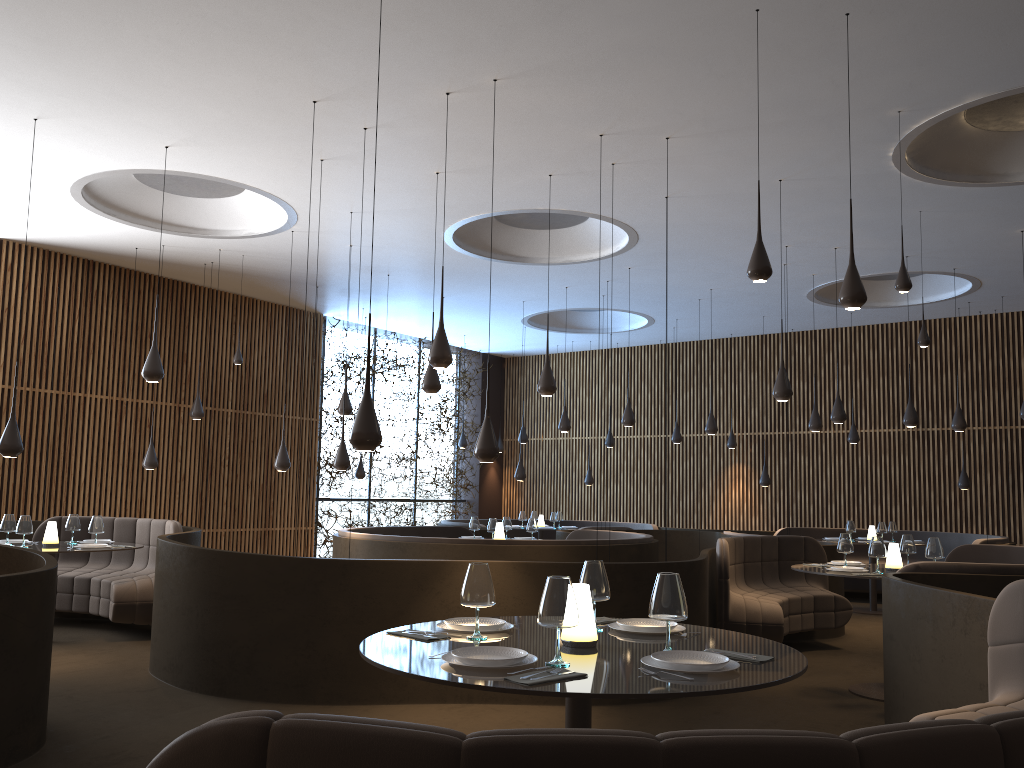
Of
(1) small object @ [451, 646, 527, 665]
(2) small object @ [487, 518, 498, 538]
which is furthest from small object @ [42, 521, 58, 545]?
(1) small object @ [451, 646, 527, 665]

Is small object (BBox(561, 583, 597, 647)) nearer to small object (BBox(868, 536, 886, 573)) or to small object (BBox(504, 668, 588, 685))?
small object (BBox(504, 668, 588, 685))

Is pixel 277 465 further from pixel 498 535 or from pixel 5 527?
pixel 5 527

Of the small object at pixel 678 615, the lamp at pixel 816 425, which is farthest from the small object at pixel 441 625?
the lamp at pixel 816 425

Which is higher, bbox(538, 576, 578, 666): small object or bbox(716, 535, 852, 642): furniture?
bbox(538, 576, 578, 666): small object

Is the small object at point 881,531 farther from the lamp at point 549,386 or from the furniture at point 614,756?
the furniture at point 614,756

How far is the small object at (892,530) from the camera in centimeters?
1320cm

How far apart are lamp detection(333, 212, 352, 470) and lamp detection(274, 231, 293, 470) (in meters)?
1.10

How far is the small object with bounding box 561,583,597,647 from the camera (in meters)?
3.33

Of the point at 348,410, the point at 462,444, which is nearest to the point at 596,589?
the point at 348,410
